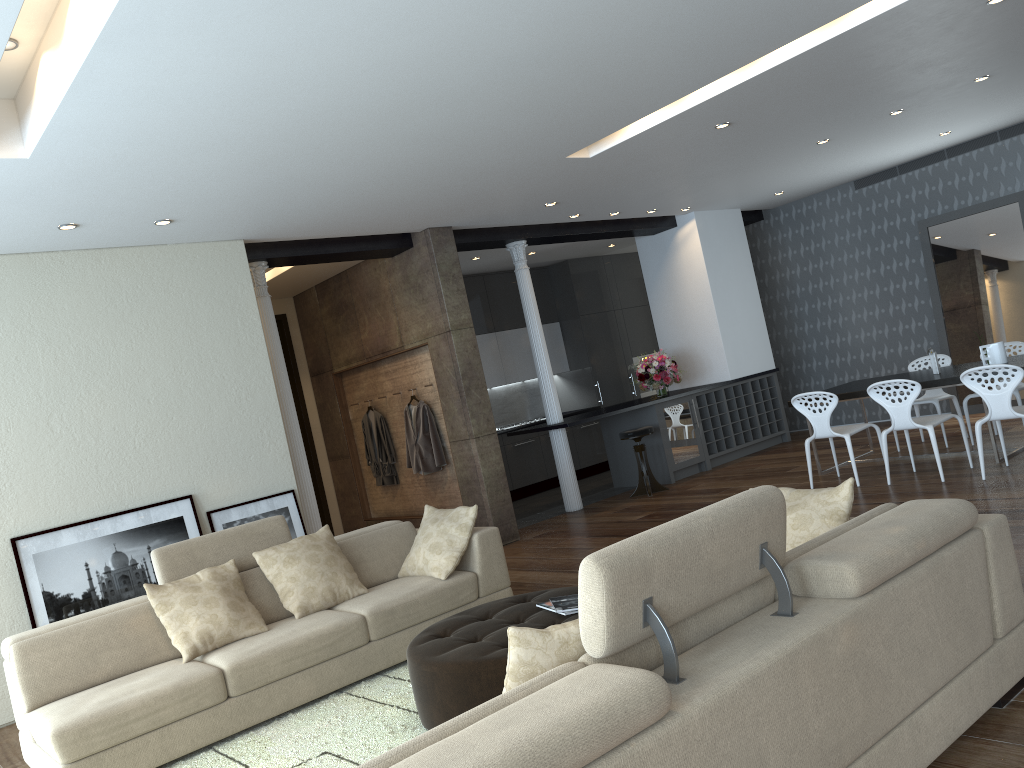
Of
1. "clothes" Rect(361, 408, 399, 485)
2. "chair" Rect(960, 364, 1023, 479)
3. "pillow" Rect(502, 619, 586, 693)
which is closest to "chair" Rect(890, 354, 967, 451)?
"chair" Rect(960, 364, 1023, 479)

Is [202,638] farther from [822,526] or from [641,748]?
[641,748]

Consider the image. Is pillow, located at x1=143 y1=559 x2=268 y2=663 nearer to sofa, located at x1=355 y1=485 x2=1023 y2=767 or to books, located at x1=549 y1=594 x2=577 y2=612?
books, located at x1=549 y1=594 x2=577 y2=612

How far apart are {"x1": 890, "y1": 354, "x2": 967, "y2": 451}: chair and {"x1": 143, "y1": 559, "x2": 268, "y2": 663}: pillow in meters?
6.4 m

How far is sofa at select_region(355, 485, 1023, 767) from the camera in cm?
190

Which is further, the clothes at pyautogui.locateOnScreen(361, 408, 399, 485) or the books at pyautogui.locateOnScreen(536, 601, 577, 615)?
the clothes at pyautogui.locateOnScreen(361, 408, 399, 485)

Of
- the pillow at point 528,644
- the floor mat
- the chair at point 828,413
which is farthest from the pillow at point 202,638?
the chair at point 828,413

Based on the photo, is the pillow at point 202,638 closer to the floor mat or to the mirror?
the floor mat

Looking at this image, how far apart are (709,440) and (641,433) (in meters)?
1.49

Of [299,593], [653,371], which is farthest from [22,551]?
[653,371]
